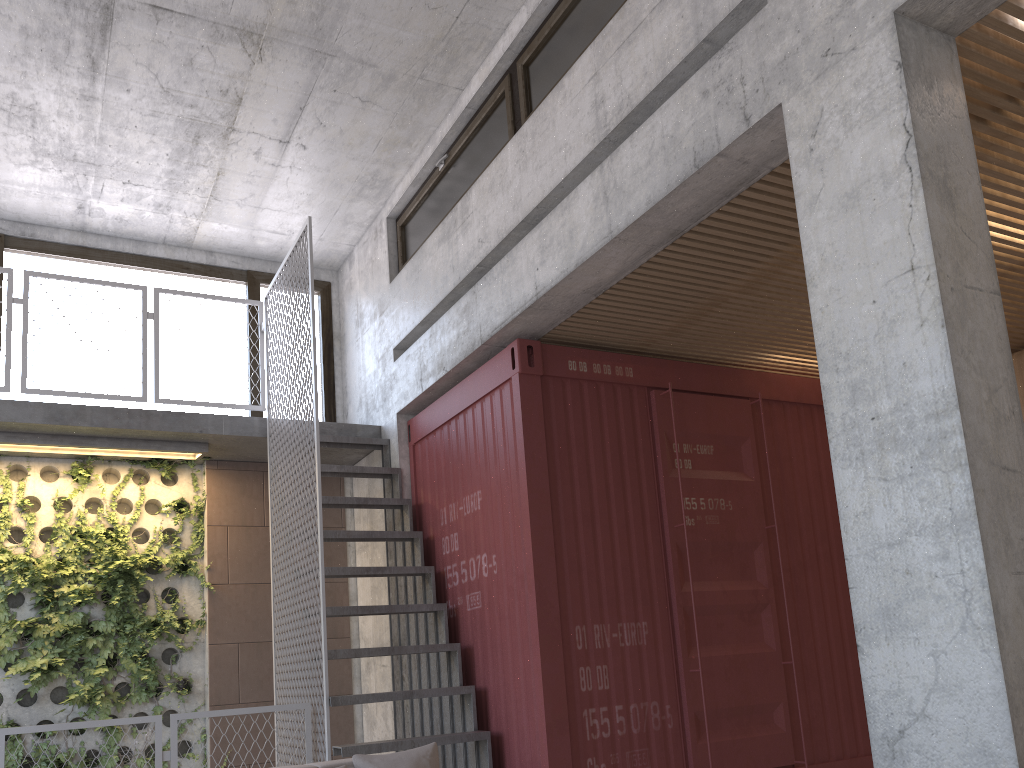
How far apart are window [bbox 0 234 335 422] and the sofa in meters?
5.1

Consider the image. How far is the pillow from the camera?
3.4m

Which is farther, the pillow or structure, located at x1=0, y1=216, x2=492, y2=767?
structure, located at x1=0, y1=216, x2=492, y2=767

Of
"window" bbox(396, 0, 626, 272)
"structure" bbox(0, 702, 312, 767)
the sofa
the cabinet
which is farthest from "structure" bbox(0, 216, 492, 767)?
the cabinet

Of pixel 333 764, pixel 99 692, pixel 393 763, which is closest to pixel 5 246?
pixel 99 692

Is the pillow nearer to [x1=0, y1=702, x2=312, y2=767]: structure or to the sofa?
the sofa

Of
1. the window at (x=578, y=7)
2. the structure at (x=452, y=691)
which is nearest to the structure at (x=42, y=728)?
the structure at (x=452, y=691)

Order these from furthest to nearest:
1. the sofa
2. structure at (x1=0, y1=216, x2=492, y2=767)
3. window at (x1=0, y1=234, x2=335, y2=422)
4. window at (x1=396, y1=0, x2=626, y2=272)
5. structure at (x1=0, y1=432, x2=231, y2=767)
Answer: window at (x1=0, y1=234, x2=335, y2=422)
structure at (x1=0, y1=432, x2=231, y2=767)
structure at (x1=0, y1=216, x2=492, y2=767)
window at (x1=396, y1=0, x2=626, y2=272)
the sofa

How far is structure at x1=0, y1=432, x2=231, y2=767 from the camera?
6.6 meters

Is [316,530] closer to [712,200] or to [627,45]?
[712,200]
